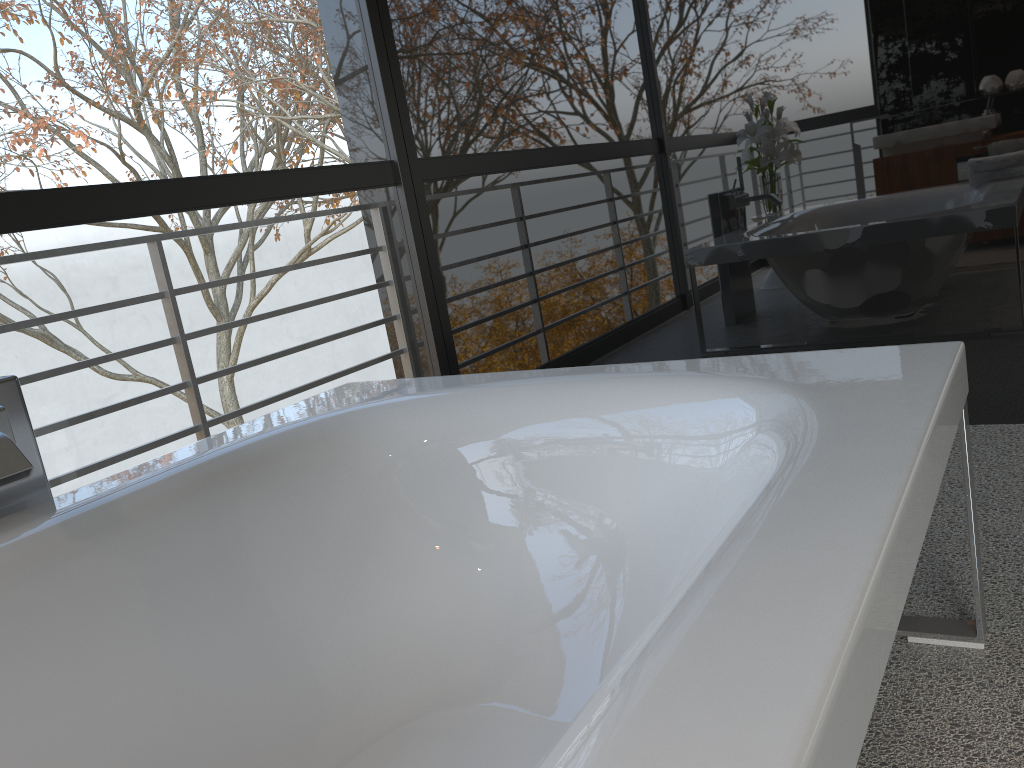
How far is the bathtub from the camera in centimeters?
65cm

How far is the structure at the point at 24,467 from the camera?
1.2m

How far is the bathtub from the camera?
0.7m

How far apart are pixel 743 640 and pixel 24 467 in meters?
1.0

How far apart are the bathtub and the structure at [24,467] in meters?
0.1

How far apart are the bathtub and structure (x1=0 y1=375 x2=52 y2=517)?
0.1m

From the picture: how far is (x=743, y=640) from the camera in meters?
0.7 m

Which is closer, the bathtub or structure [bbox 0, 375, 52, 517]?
the bathtub

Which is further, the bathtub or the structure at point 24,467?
the structure at point 24,467

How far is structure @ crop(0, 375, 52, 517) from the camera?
1.2m
